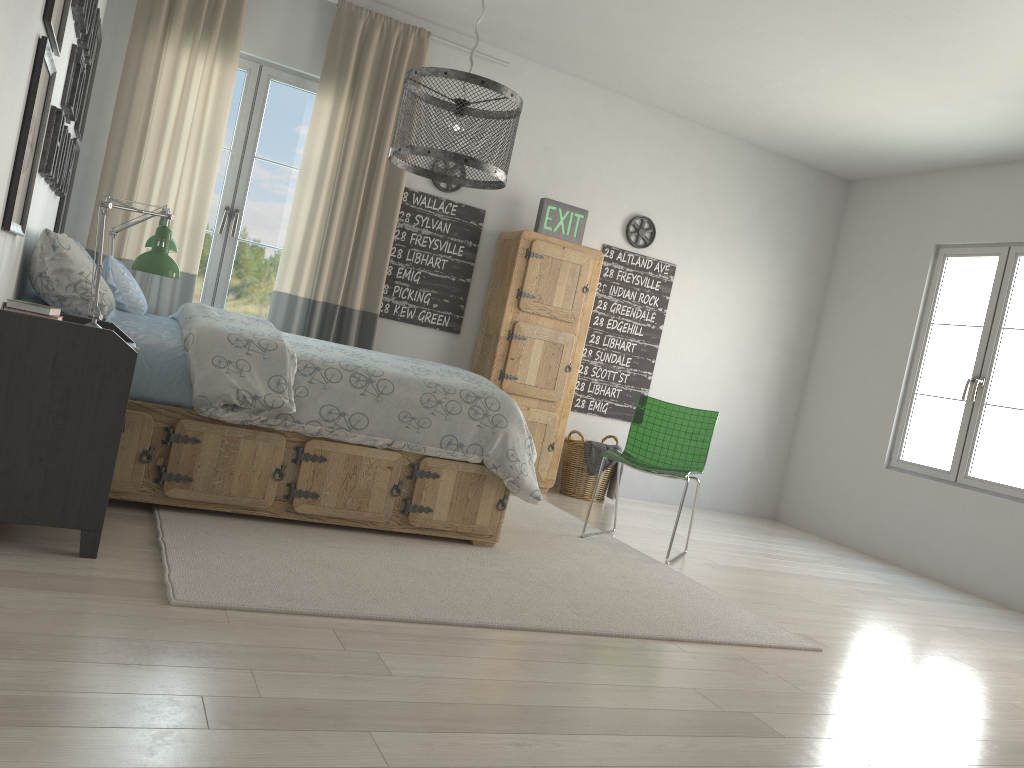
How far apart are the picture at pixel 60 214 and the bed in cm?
76

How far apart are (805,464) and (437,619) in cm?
473

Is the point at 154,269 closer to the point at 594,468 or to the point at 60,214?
the point at 60,214

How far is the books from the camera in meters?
2.4

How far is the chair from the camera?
4.5 meters

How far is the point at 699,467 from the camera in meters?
4.5

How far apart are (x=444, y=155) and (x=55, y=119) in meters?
1.4 m

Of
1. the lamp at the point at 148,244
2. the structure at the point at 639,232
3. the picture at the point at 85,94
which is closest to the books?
the lamp at the point at 148,244

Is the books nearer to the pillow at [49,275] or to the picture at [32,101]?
the picture at [32,101]

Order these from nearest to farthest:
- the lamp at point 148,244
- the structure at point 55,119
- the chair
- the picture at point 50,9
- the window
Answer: the picture at point 50,9
the structure at point 55,119
the lamp at point 148,244
the chair
the window
